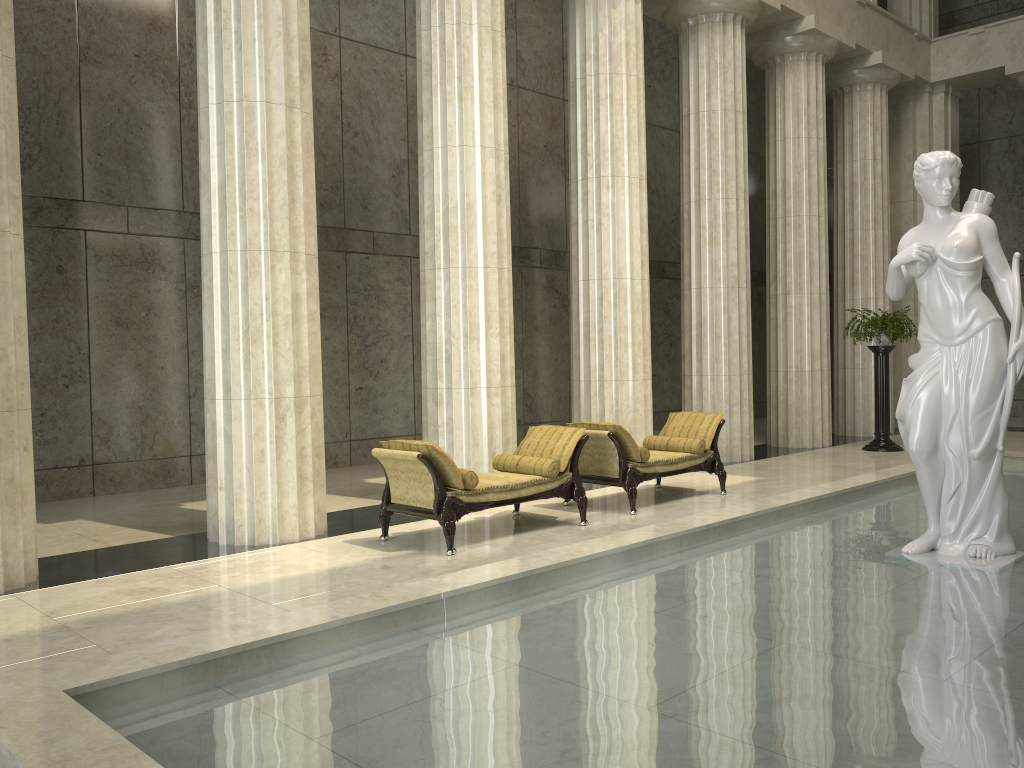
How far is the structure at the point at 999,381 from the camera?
6.0m

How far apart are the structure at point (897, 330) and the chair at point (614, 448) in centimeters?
516cm

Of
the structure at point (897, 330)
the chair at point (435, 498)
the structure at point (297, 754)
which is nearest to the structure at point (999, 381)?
the structure at point (297, 754)

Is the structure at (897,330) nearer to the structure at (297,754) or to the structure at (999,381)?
the structure at (297,754)

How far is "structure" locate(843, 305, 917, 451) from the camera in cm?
1428

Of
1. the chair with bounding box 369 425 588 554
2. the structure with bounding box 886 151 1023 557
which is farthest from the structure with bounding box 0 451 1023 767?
the chair with bounding box 369 425 588 554

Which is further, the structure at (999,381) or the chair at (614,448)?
the chair at (614,448)

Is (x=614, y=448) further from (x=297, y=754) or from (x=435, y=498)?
(x=297, y=754)

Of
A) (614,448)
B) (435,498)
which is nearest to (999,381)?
(614,448)

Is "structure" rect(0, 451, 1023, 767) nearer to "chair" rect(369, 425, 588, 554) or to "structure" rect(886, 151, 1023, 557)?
"structure" rect(886, 151, 1023, 557)
